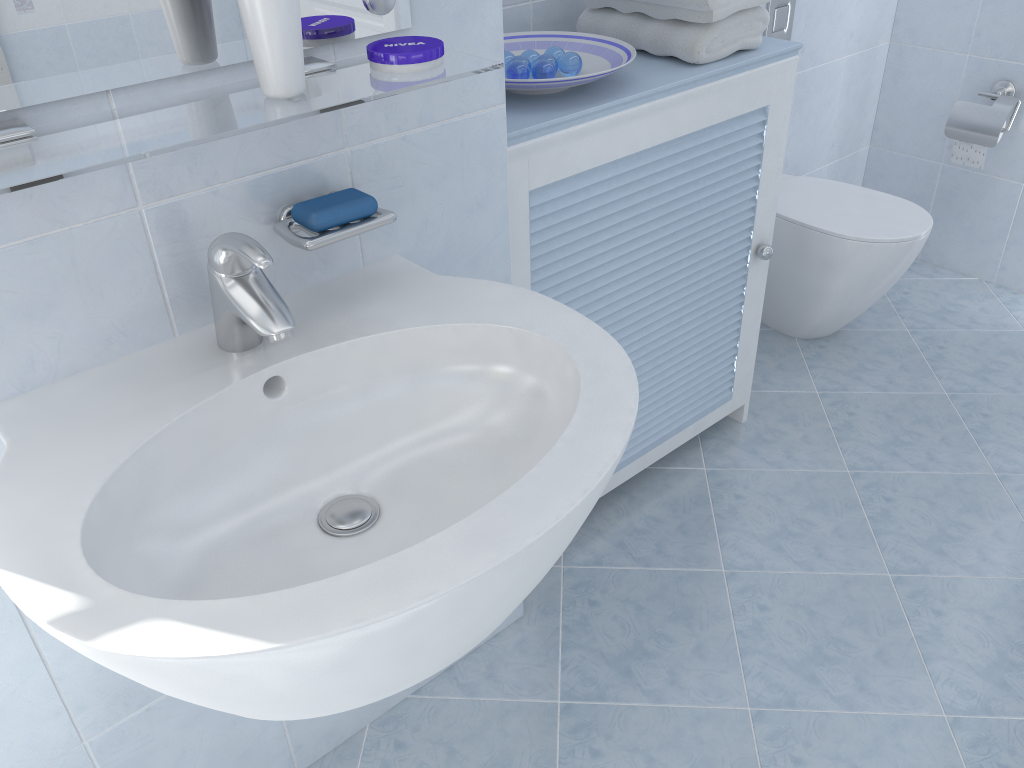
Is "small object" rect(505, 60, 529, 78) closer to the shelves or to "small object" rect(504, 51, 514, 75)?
"small object" rect(504, 51, 514, 75)

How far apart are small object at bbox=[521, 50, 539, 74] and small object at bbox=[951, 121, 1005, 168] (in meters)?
1.66

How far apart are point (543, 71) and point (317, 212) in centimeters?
67cm

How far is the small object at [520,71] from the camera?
1.5 meters

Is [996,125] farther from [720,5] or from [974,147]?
[720,5]

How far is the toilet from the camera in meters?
2.3 m

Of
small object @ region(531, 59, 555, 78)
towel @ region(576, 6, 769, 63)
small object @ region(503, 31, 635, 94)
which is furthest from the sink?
towel @ region(576, 6, 769, 63)

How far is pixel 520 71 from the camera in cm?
148

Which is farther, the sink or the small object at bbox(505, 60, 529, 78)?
the small object at bbox(505, 60, 529, 78)

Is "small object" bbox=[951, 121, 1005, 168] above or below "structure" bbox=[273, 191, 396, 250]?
below
